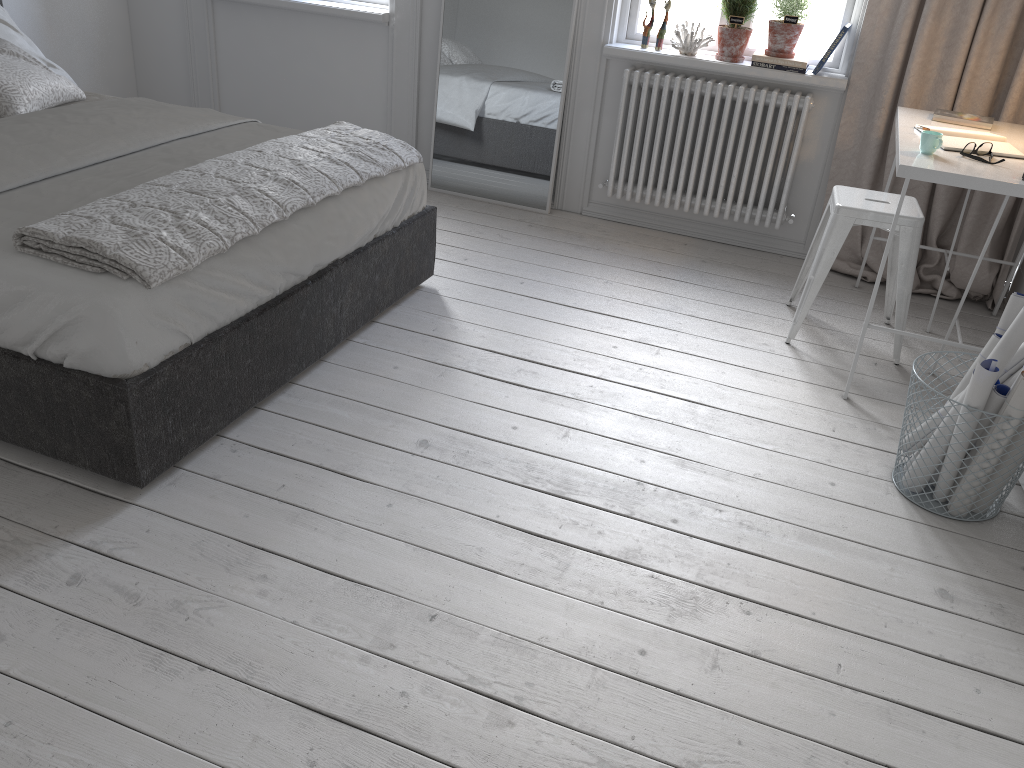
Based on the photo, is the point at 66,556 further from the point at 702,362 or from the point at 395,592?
the point at 702,362

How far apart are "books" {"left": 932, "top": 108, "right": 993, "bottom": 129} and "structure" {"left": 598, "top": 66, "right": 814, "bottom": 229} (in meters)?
0.59

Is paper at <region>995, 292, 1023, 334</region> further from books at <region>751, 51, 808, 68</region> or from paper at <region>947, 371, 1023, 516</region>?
books at <region>751, 51, 808, 68</region>

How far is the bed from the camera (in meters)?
2.03

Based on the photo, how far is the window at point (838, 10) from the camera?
3.8m

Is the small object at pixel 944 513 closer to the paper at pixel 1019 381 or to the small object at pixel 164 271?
the paper at pixel 1019 381

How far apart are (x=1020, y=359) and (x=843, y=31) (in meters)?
1.97

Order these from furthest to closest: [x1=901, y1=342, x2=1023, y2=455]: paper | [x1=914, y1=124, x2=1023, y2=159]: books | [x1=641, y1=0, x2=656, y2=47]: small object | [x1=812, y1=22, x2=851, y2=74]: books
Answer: [x1=641, y1=0, x2=656, y2=47]: small object → [x1=812, y1=22, x2=851, y2=74]: books → [x1=914, y1=124, x2=1023, y2=159]: books → [x1=901, y1=342, x2=1023, y2=455]: paper

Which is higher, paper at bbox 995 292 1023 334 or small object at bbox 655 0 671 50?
small object at bbox 655 0 671 50

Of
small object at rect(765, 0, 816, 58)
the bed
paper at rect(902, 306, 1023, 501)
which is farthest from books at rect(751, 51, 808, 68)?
paper at rect(902, 306, 1023, 501)
